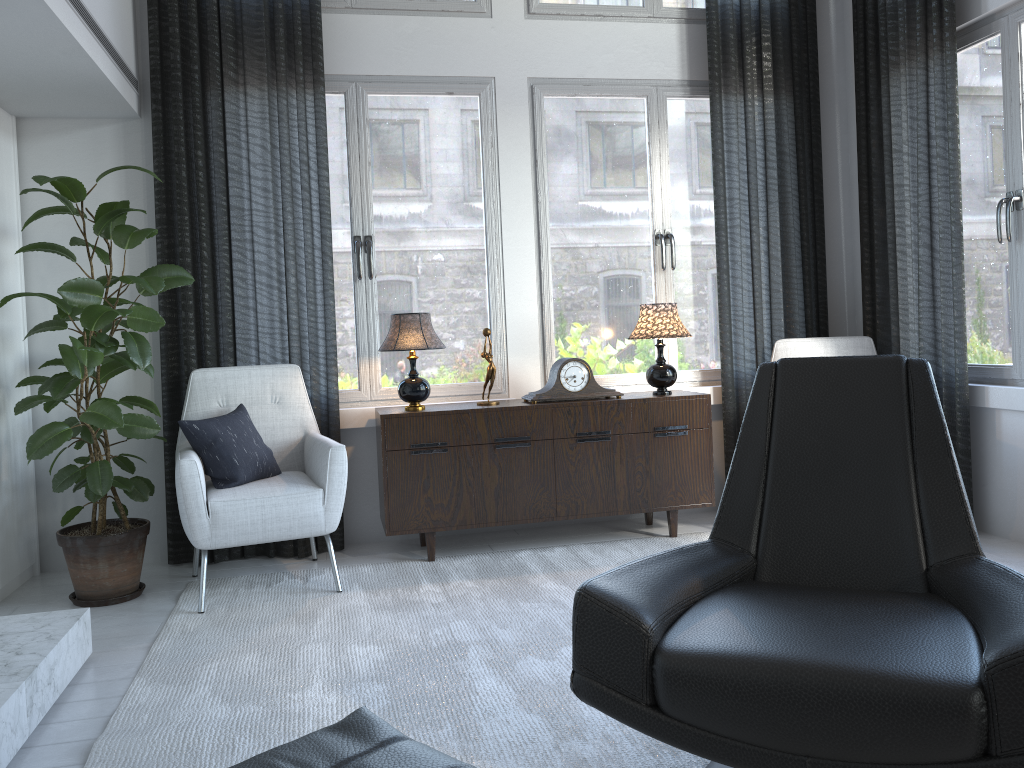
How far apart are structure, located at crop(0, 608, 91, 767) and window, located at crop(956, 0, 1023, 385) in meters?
3.4

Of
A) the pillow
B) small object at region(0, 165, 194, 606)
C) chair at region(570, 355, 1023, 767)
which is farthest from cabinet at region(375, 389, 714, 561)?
chair at region(570, 355, 1023, 767)

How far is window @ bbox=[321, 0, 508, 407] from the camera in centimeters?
392cm

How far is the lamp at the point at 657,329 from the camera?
3.8 meters

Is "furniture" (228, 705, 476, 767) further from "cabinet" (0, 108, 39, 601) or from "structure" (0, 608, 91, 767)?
"cabinet" (0, 108, 39, 601)

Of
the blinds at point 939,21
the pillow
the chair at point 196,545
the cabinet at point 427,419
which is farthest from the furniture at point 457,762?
the blinds at point 939,21

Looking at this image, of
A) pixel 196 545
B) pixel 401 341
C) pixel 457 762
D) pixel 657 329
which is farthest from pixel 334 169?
pixel 457 762

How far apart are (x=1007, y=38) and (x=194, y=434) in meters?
3.4

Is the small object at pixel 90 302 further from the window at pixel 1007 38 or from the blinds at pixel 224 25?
the window at pixel 1007 38

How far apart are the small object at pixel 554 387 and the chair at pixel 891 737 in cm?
167
